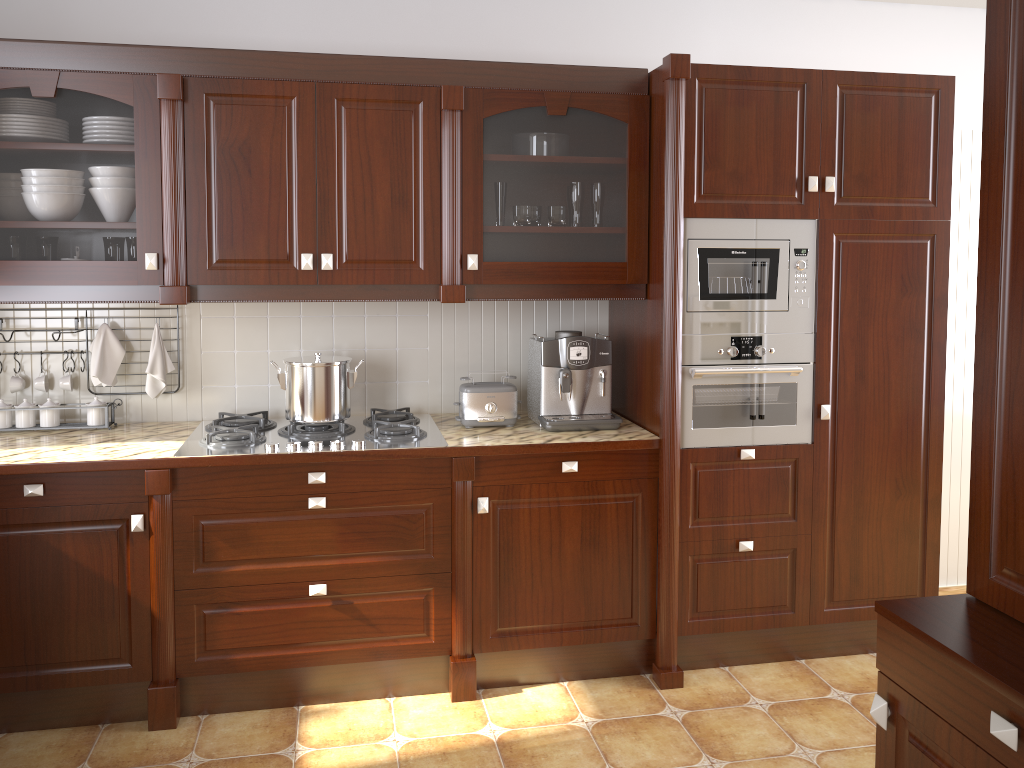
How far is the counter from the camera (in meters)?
2.57

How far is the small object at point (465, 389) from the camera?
3.03m

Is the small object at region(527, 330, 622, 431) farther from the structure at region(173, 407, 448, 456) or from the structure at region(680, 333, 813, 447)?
the structure at region(173, 407, 448, 456)

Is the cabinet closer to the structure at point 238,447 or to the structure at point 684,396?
the structure at point 684,396

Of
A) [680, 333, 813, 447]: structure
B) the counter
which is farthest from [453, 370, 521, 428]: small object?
[680, 333, 813, 447]: structure

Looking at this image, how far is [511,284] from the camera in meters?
2.9

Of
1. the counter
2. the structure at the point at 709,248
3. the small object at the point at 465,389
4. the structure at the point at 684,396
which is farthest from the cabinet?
the counter

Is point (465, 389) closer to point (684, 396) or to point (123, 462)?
point (684, 396)

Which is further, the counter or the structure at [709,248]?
the structure at [709,248]

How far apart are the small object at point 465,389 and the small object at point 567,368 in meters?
0.1
